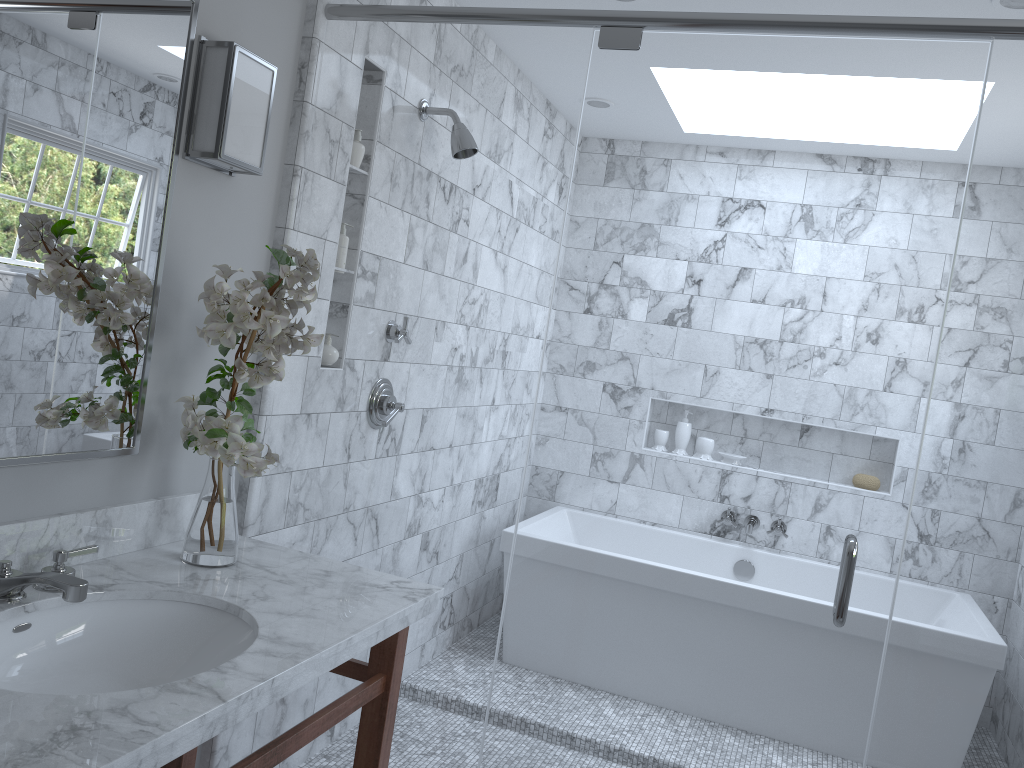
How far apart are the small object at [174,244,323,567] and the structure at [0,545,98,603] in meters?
0.2

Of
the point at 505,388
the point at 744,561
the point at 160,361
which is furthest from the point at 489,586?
the point at 160,361

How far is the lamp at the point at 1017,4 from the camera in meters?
2.3

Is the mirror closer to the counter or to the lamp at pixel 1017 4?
the counter

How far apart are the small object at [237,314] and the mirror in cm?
9

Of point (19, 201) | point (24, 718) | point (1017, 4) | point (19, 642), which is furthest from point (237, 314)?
point (1017, 4)

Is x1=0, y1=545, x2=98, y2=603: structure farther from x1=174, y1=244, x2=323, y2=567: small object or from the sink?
x1=174, y1=244, x2=323, y2=567: small object

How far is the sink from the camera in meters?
1.6 m

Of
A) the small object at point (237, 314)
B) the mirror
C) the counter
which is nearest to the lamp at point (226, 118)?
the mirror

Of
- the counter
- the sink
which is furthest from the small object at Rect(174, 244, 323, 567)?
the sink
